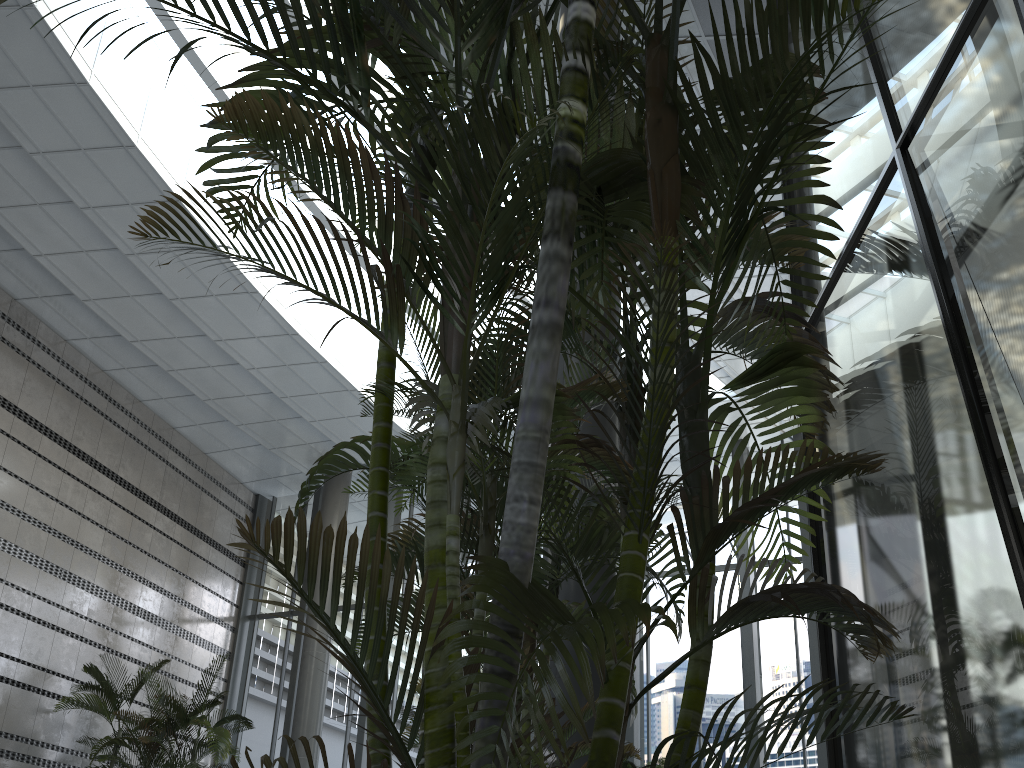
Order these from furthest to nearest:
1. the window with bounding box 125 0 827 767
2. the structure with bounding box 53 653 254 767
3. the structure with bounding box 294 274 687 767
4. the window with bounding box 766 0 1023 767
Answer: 1. the window with bounding box 125 0 827 767
2. the structure with bounding box 53 653 254 767
3. the structure with bounding box 294 274 687 767
4. the window with bounding box 766 0 1023 767

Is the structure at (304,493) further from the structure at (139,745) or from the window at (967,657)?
the structure at (139,745)

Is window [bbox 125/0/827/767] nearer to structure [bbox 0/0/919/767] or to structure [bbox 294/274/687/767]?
structure [bbox 0/0/919/767]

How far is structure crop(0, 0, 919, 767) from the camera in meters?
1.3

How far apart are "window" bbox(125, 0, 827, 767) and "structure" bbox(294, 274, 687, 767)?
7.9 meters

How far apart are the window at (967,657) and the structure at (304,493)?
0.5m

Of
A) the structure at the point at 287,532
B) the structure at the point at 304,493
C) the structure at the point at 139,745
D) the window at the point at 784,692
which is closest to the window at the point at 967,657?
the structure at the point at 287,532

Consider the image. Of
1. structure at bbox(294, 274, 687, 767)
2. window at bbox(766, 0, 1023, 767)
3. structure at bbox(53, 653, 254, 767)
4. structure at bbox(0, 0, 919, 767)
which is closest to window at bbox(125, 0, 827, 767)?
structure at bbox(53, 653, 254, 767)

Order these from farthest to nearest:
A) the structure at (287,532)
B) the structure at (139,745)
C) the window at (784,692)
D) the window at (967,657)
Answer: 1. the window at (784,692)
2. the structure at (139,745)
3. the window at (967,657)
4. the structure at (287,532)

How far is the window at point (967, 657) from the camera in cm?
194
